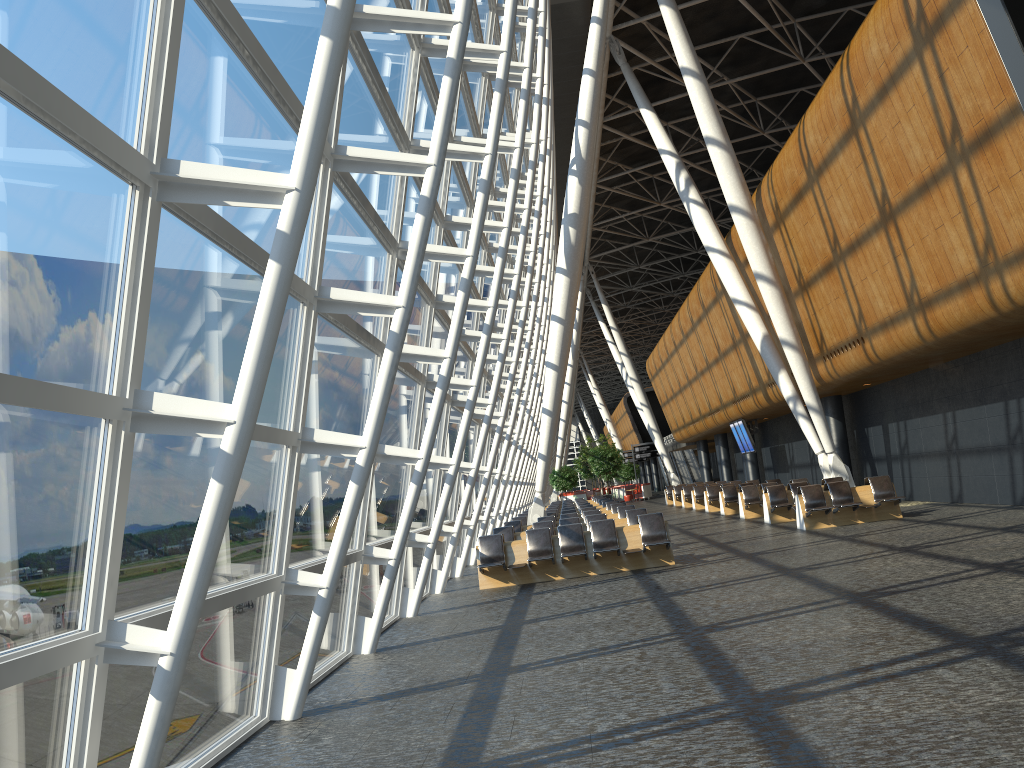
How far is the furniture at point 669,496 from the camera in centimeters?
4093cm

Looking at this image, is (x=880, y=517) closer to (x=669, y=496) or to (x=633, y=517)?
(x=633, y=517)

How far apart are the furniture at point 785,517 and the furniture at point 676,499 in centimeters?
1700cm

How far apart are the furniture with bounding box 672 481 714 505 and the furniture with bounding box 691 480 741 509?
5.3 meters

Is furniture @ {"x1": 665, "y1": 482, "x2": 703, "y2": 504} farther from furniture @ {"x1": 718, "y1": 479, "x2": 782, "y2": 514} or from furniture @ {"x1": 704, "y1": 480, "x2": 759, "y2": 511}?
furniture @ {"x1": 718, "y1": 479, "x2": 782, "y2": 514}

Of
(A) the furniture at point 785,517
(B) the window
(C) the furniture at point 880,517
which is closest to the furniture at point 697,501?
(A) the furniture at point 785,517

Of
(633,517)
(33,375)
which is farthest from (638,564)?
(33,375)

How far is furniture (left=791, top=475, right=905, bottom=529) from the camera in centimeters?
1730cm

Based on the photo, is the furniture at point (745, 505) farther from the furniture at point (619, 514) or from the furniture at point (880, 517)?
the furniture at point (880, 517)

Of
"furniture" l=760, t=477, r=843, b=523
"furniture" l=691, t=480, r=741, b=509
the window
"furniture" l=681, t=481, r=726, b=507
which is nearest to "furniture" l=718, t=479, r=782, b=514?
"furniture" l=760, t=477, r=843, b=523
